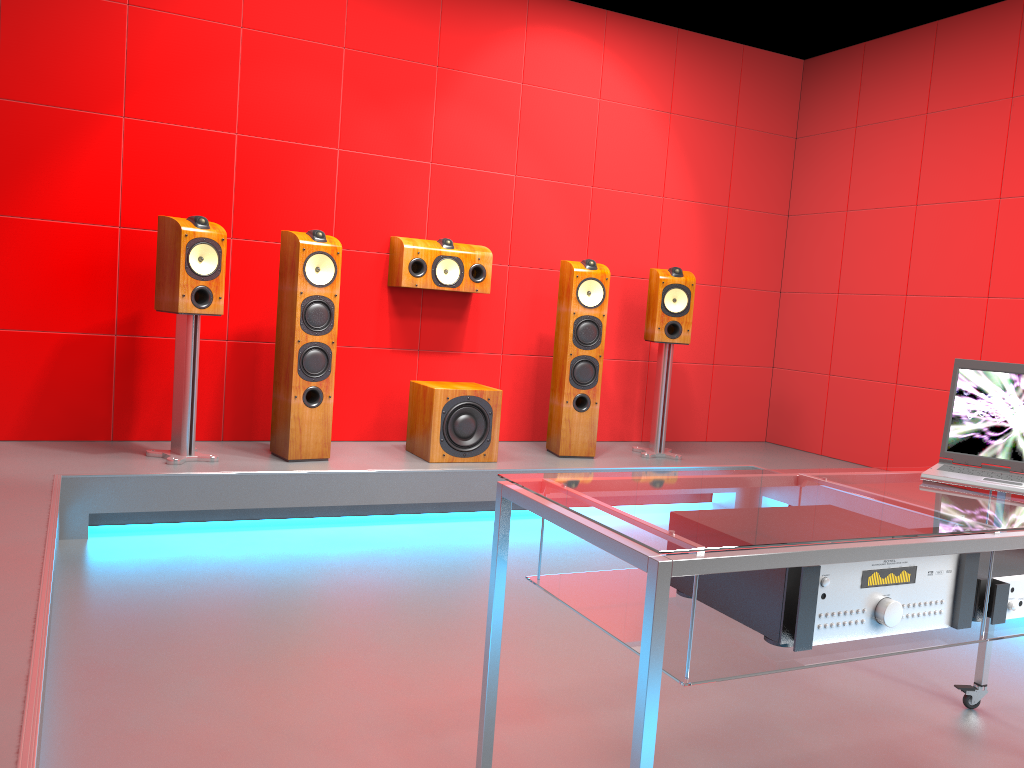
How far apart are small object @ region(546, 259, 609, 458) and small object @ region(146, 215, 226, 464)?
1.7 meters

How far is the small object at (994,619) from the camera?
1.67m

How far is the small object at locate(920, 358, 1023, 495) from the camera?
2.07m

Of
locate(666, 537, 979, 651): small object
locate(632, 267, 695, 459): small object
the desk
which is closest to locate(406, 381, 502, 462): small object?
locate(632, 267, 695, 459): small object

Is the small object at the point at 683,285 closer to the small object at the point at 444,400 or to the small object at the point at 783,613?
the small object at the point at 444,400

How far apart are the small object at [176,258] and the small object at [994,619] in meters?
3.0

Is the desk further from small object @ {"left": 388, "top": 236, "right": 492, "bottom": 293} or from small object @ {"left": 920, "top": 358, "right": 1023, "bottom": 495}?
small object @ {"left": 388, "top": 236, "right": 492, "bottom": 293}

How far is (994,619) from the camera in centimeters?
167cm

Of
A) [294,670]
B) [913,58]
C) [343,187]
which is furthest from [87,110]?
[913,58]

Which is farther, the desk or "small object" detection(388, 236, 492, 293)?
"small object" detection(388, 236, 492, 293)
